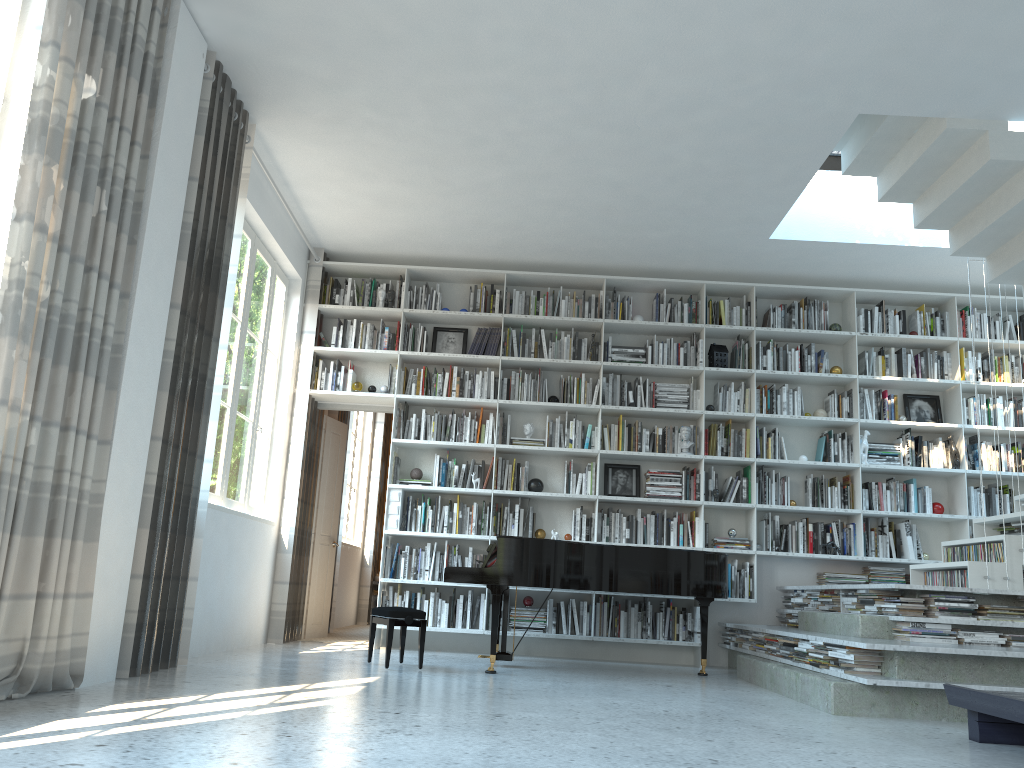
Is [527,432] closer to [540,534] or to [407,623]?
[540,534]

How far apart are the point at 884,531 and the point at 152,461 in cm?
561

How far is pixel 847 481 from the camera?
7.2m

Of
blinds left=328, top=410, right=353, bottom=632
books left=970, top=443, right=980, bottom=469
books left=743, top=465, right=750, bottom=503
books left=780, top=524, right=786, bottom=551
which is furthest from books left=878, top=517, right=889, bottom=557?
blinds left=328, top=410, right=353, bottom=632

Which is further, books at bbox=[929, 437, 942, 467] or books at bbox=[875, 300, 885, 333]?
books at bbox=[875, 300, 885, 333]

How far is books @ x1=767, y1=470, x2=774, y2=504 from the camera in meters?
Answer: 7.2 m

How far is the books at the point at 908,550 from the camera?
7.0m

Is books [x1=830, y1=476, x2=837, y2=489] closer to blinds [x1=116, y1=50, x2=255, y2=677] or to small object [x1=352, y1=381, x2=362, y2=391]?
small object [x1=352, y1=381, x2=362, y2=391]

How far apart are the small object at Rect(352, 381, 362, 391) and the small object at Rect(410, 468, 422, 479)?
0.8 meters

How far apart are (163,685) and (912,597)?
4.1 meters
